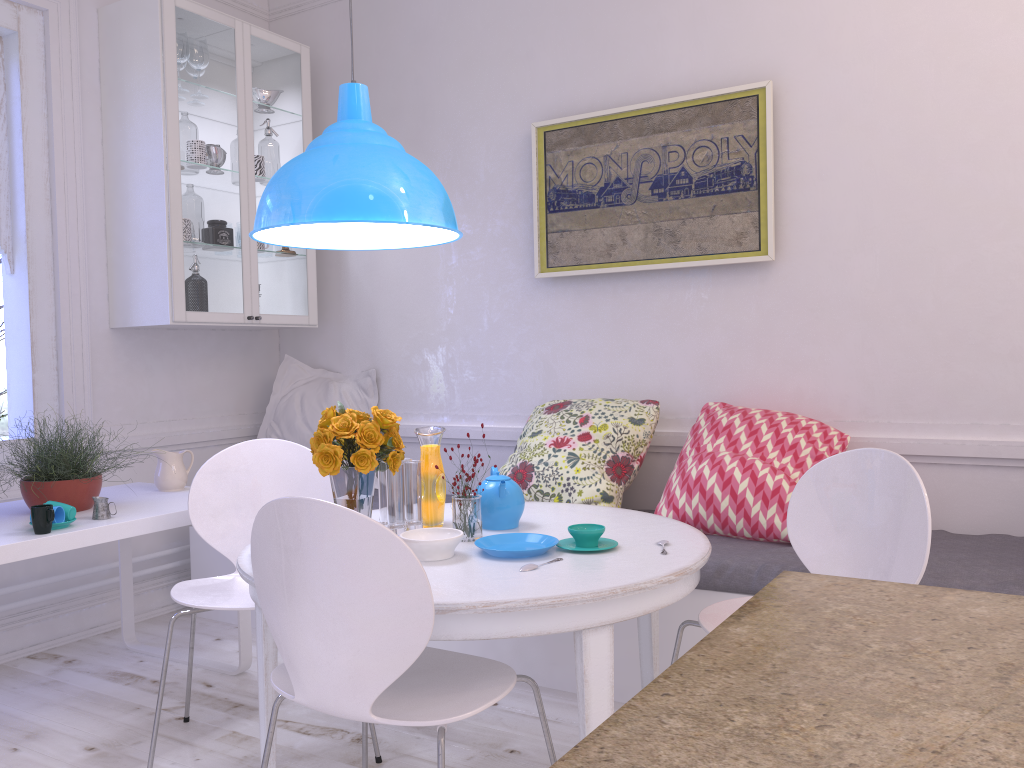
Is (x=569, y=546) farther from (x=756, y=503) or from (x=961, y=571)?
(x=961, y=571)

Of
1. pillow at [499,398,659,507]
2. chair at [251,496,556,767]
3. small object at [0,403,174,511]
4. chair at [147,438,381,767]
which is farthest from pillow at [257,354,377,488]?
chair at [251,496,556,767]

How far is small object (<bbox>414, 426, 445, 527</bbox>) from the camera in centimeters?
233cm

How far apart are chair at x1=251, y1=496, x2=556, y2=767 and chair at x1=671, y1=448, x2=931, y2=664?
0.5m

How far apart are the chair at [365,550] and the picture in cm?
188

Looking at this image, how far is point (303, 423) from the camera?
4.1 meters

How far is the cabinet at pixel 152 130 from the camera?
3.5m

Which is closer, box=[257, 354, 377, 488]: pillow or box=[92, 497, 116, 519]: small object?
box=[92, 497, 116, 519]: small object

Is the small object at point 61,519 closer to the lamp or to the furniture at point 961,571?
the lamp

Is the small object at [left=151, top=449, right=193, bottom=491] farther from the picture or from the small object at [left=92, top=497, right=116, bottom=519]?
the picture
